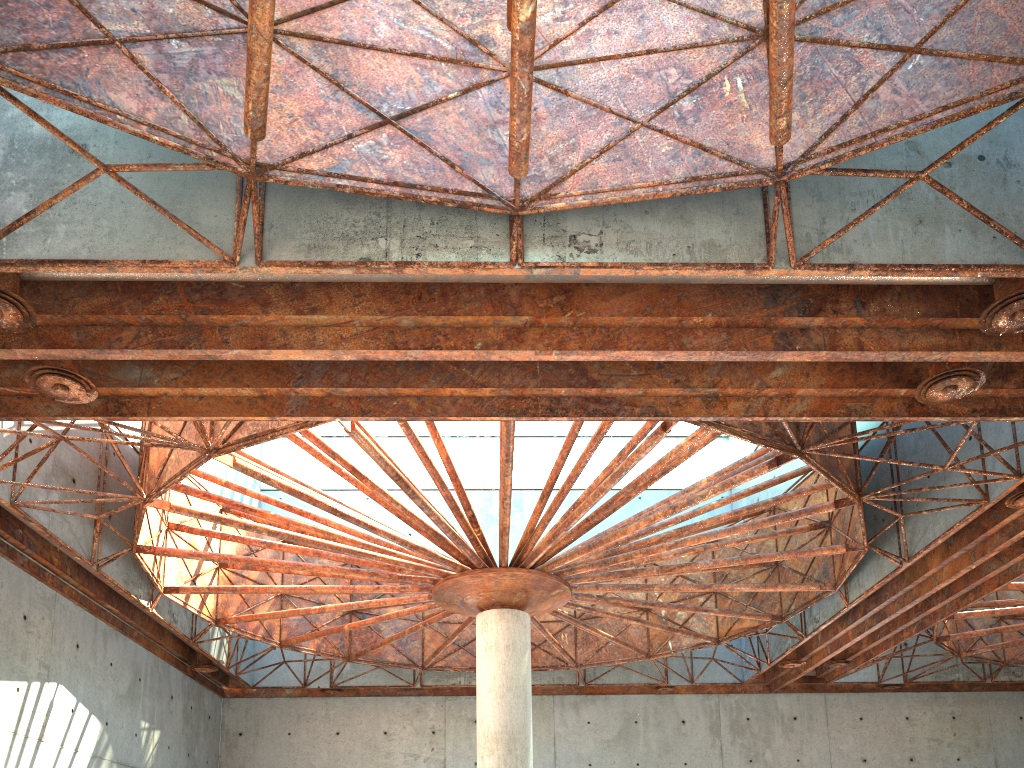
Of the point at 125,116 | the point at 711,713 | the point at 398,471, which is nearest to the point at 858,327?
the point at 398,471
